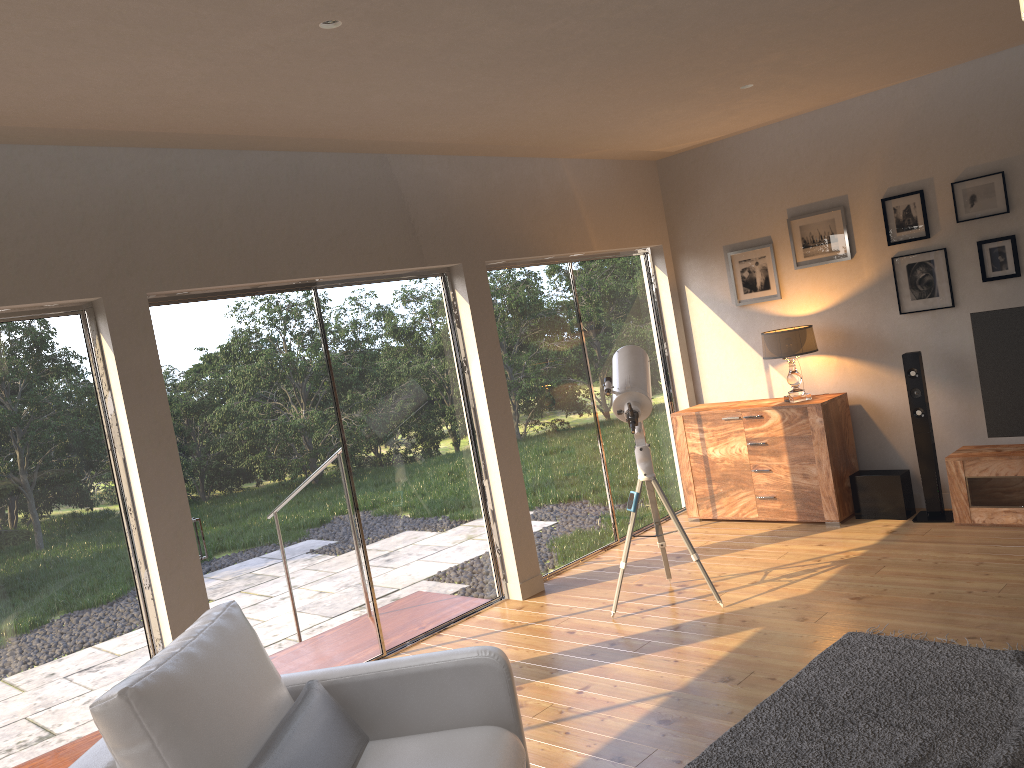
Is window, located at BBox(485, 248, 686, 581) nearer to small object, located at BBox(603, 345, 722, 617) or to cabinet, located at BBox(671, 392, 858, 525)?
cabinet, located at BBox(671, 392, 858, 525)

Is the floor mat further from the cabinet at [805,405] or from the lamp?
the lamp

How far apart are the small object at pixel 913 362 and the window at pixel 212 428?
2.71m

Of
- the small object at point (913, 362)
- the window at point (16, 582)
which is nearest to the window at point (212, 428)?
the window at point (16, 582)

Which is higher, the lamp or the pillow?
the lamp

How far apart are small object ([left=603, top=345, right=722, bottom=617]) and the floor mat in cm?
94

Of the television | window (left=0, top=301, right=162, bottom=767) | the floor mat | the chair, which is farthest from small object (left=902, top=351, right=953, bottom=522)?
window (left=0, top=301, right=162, bottom=767)

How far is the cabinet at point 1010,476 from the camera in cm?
526

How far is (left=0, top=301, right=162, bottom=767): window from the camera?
3.7 meters

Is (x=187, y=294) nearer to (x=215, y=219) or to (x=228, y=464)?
(x=215, y=219)
